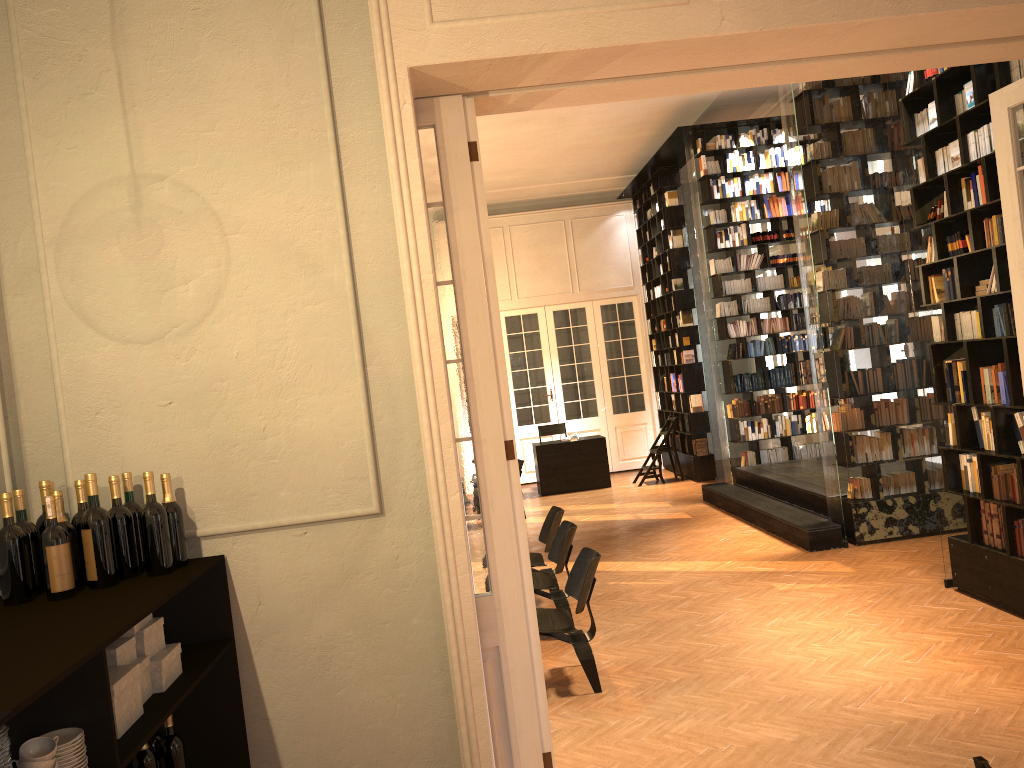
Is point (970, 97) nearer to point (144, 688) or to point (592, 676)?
point (592, 676)

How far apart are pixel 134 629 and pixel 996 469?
5.53m

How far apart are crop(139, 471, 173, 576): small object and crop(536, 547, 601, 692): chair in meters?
2.7

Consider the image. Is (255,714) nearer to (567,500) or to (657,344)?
(567,500)

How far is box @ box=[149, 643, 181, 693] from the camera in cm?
291

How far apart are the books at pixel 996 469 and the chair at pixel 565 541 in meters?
3.0 m

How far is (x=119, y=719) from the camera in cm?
255

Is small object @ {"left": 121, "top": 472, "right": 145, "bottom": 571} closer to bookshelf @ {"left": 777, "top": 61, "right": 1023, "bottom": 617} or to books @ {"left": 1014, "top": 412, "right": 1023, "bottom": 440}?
bookshelf @ {"left": 777, "top": 61, "right": 1023, "bottom": 617}

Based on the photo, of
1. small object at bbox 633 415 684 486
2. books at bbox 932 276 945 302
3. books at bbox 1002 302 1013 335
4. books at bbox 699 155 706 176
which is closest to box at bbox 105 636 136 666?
books at bbox 1002 302 1013 335

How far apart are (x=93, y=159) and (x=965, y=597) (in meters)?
6.26
